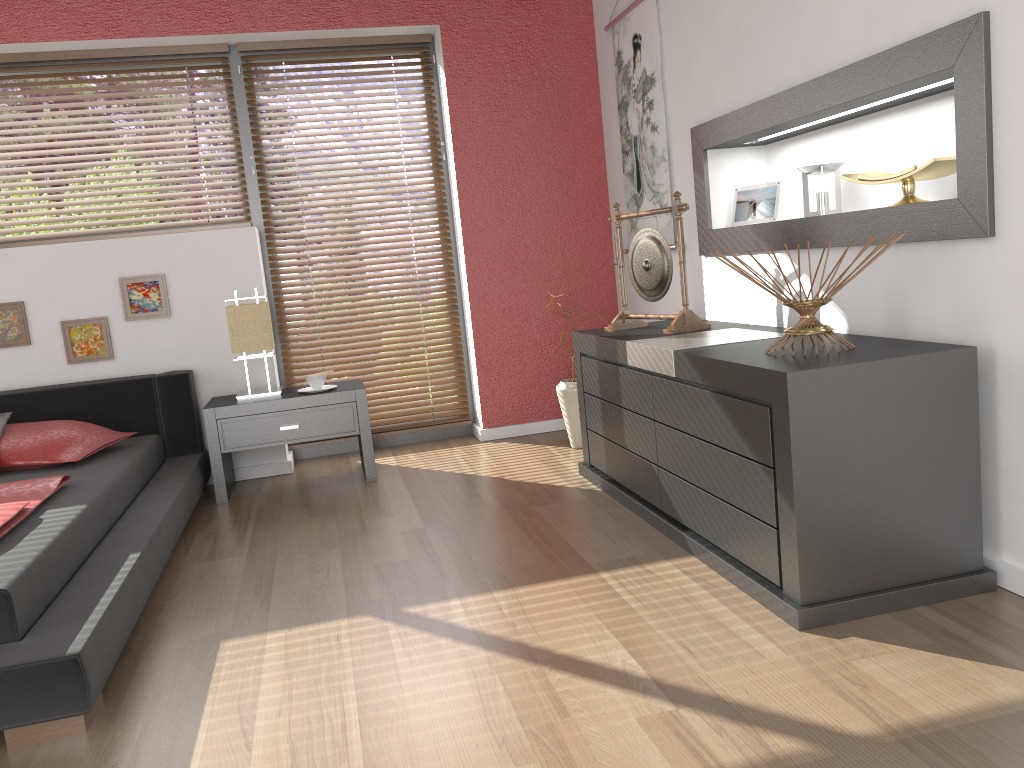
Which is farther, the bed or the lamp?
the lamp

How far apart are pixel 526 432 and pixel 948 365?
2.8m

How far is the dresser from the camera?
2.06m

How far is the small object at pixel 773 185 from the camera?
3.3m

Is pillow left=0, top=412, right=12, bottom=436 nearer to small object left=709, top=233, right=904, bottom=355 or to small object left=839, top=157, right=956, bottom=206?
small object left=709, top=233, right=904, bottom=355

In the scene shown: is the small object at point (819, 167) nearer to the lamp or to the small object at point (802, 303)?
the small object at point (802, 303)

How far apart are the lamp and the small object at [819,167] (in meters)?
2.31

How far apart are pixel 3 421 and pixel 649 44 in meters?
3.1

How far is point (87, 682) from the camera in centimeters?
189cm

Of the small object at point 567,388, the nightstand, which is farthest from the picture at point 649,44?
the nightstand
